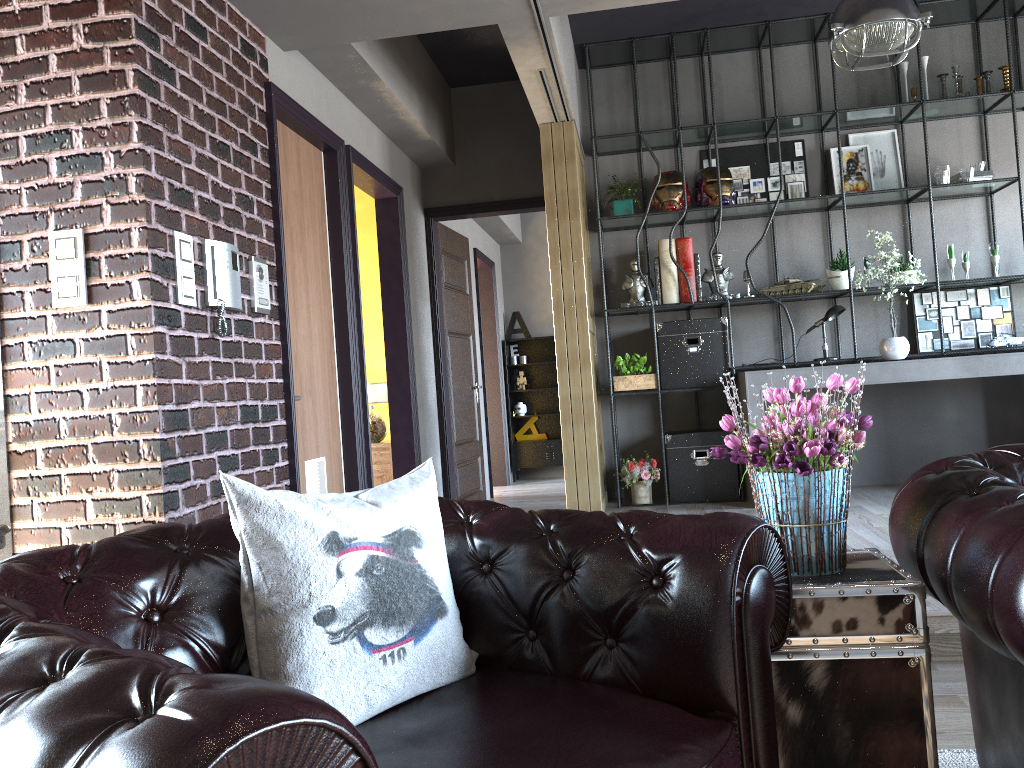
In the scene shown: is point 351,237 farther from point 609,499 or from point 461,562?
point 461,562

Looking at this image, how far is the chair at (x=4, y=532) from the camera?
2.5 meters

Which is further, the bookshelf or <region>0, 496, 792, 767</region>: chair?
the bookshelf

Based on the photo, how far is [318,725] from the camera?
0.9 meters

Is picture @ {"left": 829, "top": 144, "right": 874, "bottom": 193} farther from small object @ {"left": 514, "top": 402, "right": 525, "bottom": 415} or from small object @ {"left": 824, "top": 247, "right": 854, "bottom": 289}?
small object @ {"left": 514, "top": 402, "right": 525, "bottom": 415}

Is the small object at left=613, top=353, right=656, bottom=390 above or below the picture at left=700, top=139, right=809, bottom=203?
below

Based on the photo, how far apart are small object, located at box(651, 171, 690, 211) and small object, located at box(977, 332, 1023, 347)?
2.3m

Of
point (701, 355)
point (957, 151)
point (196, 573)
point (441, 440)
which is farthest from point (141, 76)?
point (957, 151)

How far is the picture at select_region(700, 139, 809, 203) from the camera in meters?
6.5

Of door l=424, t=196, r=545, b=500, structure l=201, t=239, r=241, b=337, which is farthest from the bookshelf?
structure l=201, t=239, r=241, b=337
